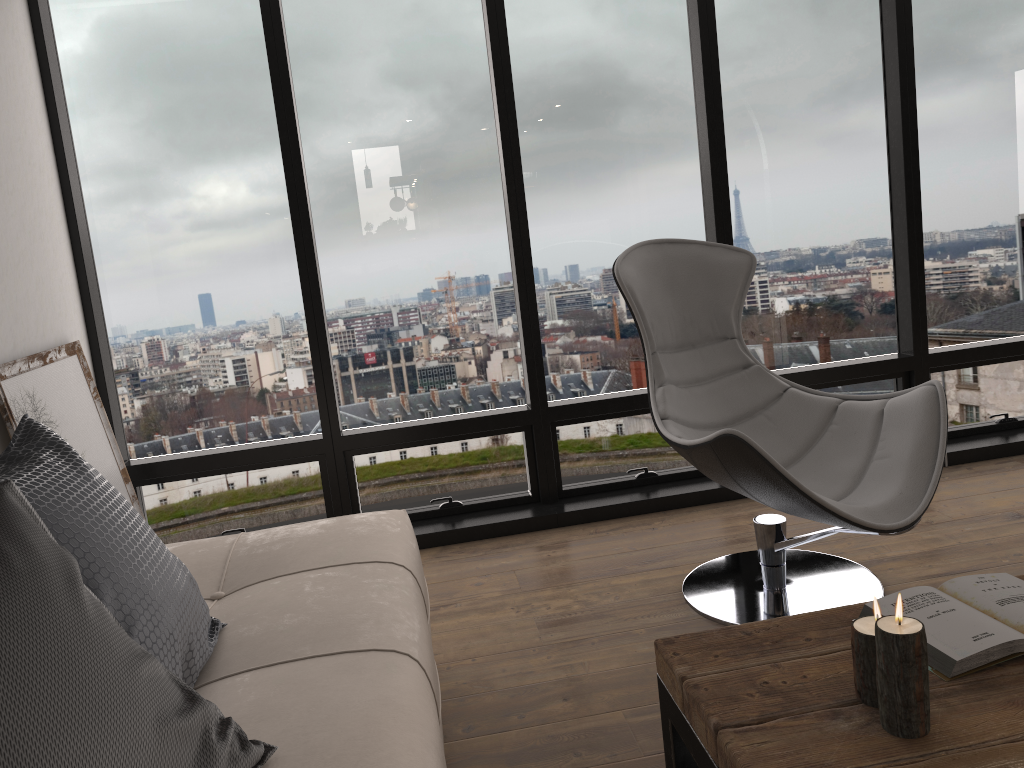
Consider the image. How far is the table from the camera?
1.20m

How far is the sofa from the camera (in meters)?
1.37

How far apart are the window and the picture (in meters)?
0.19

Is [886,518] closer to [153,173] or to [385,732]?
[385,732]

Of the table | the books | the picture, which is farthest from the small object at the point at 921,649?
the picture

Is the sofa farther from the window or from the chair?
the window

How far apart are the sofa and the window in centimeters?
104cm

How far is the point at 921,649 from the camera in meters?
1.2

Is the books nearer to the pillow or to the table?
the table

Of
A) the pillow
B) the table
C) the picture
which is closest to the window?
the picture
